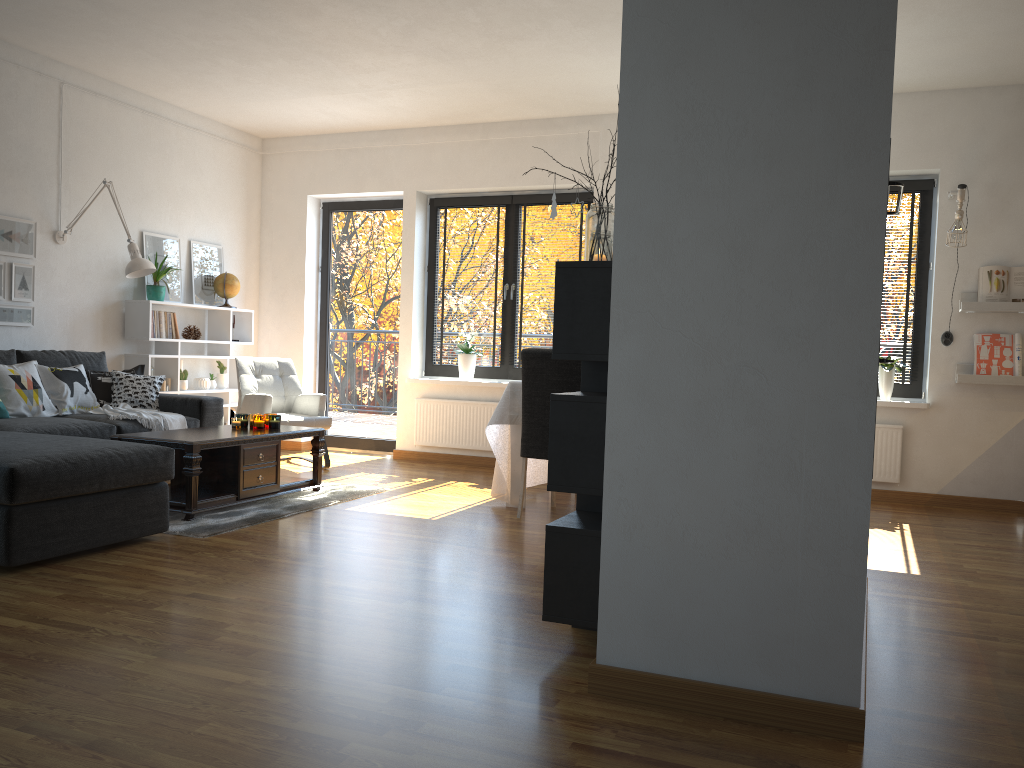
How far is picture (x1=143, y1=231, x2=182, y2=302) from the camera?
6.8m

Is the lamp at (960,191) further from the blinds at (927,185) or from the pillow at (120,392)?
the pillow at (120,392)

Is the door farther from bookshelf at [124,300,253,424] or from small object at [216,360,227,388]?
small object at [216,360,227,388]

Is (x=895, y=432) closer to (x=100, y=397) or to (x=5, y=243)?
(x=100, y=397)

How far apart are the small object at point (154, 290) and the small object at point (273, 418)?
1.98m

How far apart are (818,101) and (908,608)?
2.11m

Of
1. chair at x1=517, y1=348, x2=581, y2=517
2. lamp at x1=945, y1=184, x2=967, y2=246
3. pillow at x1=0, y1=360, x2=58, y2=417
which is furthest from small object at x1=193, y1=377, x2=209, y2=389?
lamp at x1=945, y1=184, x2=967, y2=246

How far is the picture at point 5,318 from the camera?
5.7m

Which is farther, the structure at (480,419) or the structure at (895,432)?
the structure at (480,419)

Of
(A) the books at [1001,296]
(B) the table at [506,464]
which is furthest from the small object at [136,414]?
(A) the books at [1001,296]
